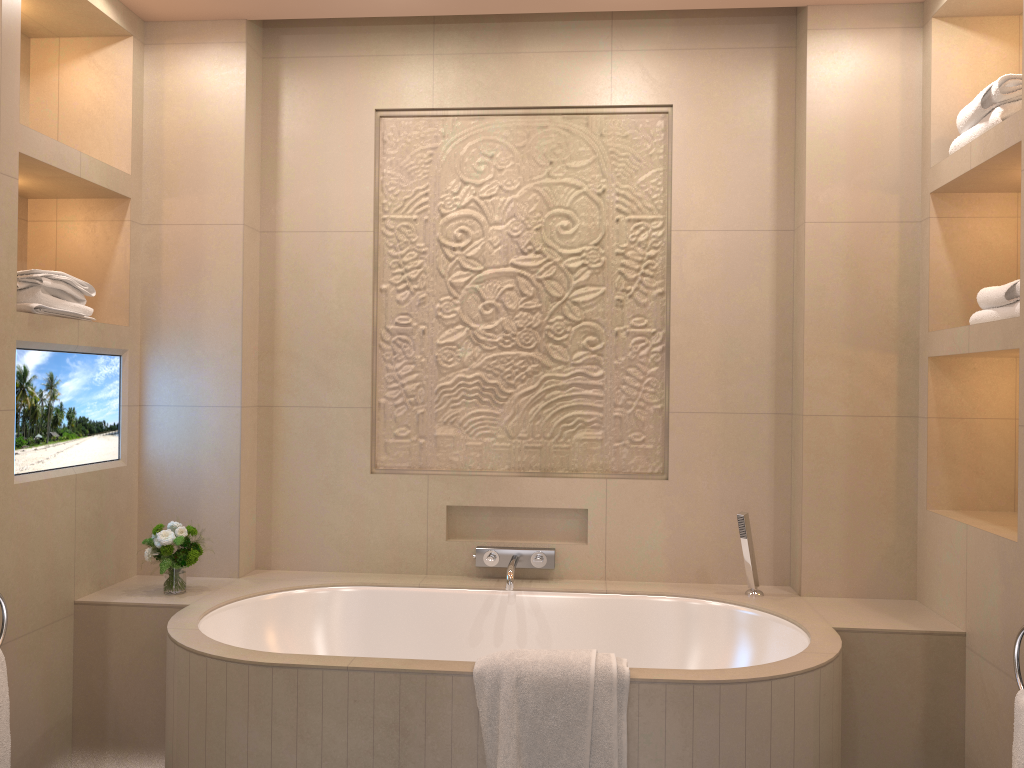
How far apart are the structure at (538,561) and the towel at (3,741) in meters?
1.4

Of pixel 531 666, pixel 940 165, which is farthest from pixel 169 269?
pixel 940 165

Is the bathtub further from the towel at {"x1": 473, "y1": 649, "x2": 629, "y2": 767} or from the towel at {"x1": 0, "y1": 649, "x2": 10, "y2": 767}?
the towel at {"x1": 0, "y1": 649, "x2": 10, "y2": 767}

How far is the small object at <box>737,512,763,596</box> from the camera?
2.90m

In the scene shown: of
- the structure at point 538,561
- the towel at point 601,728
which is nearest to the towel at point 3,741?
the towel at point 601,728

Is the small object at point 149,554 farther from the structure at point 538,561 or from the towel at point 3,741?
the structure at point 538,561

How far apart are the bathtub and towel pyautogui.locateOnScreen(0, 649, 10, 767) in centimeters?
38cm

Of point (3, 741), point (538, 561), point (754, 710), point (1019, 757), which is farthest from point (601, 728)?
point (3, 741)

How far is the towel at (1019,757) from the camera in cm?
200

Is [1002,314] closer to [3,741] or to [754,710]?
[754,710]
